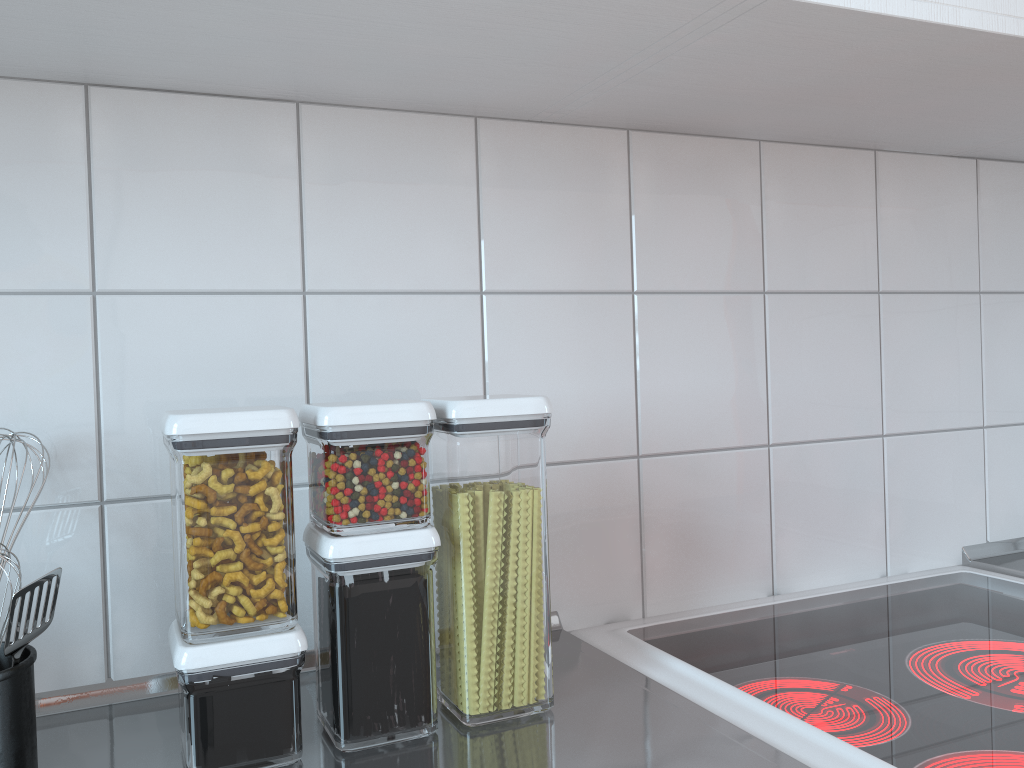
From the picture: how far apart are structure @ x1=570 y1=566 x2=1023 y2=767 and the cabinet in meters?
0.6 m

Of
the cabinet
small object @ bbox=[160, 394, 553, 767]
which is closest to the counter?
small object @ bbox=[160, 394, 553, 767]

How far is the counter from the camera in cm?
65

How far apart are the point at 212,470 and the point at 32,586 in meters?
0.1

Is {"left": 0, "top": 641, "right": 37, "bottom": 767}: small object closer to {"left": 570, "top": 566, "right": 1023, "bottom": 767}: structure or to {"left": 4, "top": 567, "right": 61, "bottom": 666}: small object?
{"left": 4, "top": 567, "right": 61, "bottom": 666}: small object

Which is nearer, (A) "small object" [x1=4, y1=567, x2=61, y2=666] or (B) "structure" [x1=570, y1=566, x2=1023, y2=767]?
(A) "small object" [x1=4, y1=567, x2=61, y2=666]

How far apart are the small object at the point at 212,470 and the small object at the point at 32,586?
0.1 meters

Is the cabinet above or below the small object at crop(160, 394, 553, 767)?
above

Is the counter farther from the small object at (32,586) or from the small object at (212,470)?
the small object at (32,586)

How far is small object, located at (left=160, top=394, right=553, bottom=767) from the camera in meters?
0.6 m
